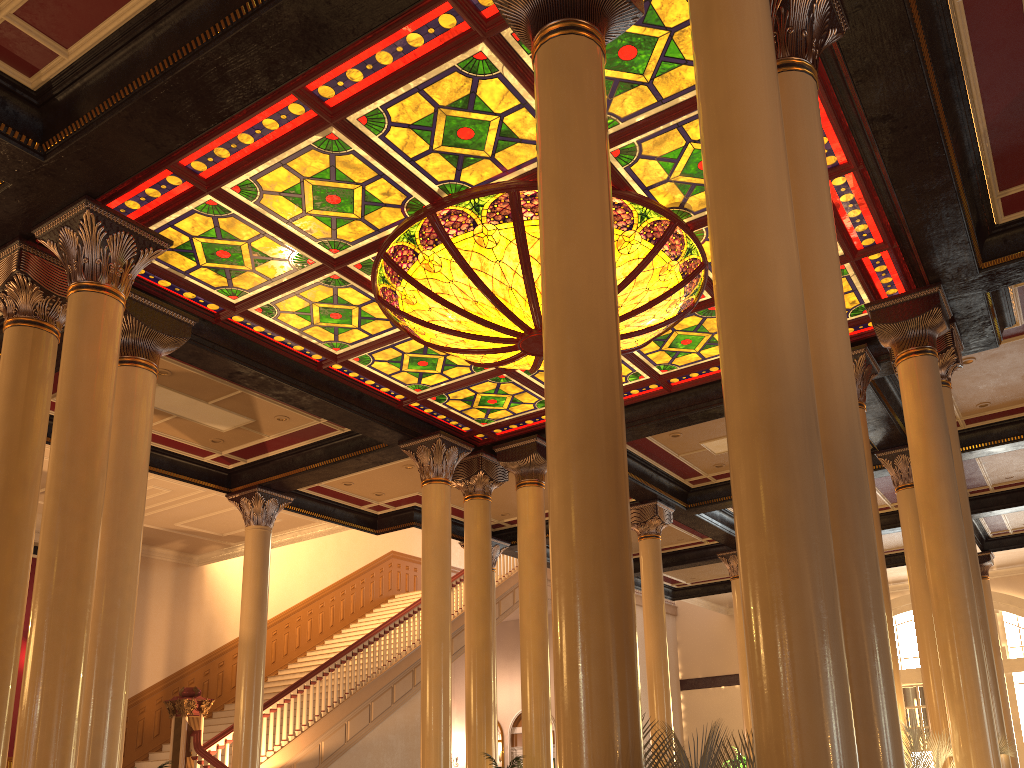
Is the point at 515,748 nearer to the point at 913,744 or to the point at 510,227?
the point at 913,744

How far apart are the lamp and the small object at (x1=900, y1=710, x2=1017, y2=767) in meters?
3.9

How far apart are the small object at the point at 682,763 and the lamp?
4.5m

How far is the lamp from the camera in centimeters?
693cm

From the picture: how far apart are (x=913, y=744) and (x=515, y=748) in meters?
15.8

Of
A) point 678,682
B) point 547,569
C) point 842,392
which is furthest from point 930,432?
point 678,682

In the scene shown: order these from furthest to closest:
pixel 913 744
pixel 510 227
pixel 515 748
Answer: pixel 515 748, pixel 510 227, pixel 913 744

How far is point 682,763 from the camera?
2.68m

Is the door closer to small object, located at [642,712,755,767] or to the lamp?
the lamp

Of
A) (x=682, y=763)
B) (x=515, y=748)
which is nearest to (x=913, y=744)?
(x=682, y=763)
